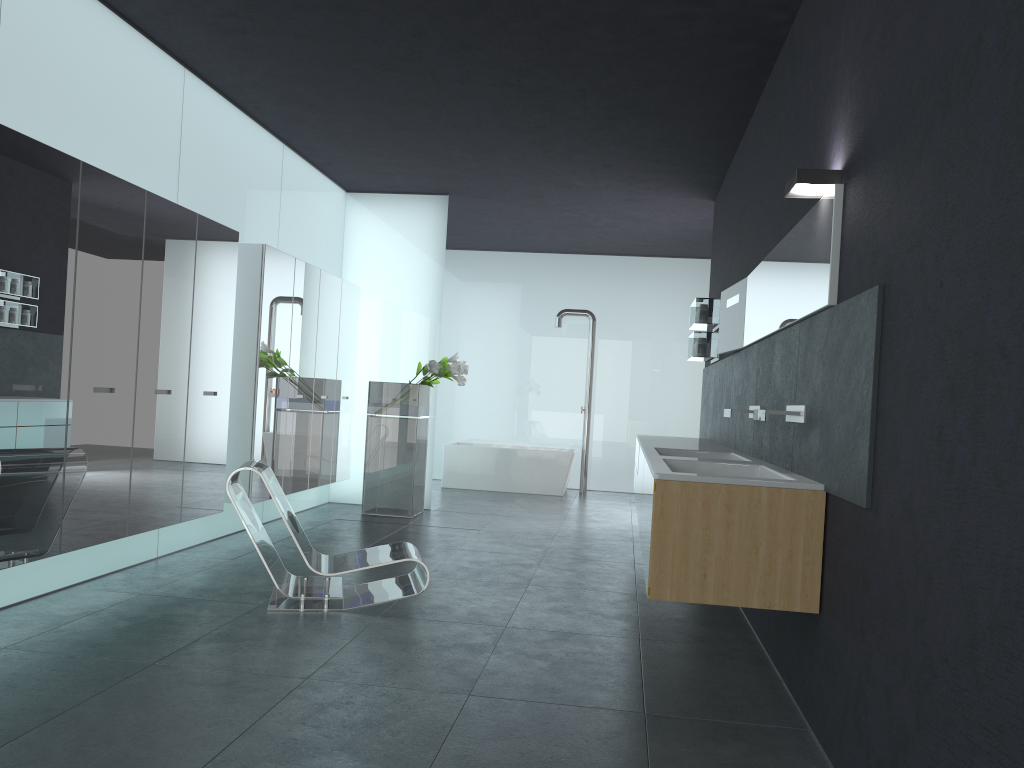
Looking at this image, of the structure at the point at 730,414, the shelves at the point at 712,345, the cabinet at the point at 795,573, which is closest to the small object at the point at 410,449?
the cabinet at the point at 795,573

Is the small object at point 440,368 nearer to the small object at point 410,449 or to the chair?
the small object at point 410,449

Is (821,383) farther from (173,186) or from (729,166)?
(729,166)

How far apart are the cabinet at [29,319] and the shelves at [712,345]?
3.7 meters

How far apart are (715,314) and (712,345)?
0.30m

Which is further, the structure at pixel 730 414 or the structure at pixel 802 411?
the structure at pixel 730 414

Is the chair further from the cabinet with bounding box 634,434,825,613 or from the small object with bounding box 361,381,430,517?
the small object with bounding box 361,381,430,517

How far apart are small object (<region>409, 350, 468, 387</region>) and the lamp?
5.83m

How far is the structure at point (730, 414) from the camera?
5.77m

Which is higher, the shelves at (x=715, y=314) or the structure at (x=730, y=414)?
the shelves at (x=715, y=314)
